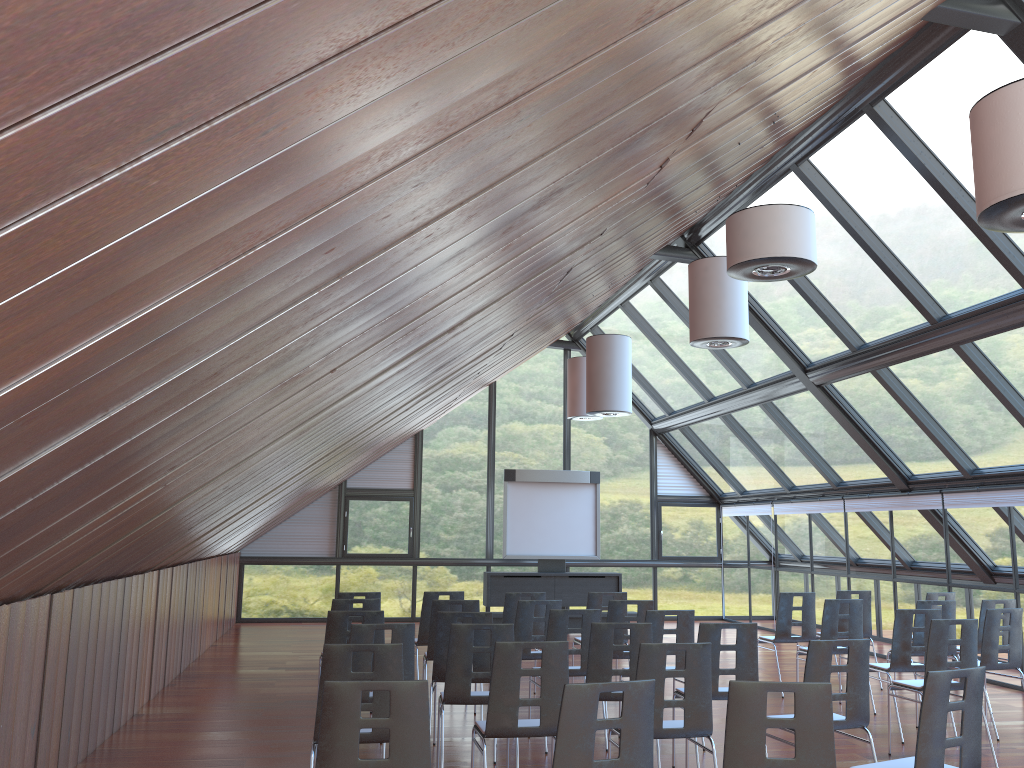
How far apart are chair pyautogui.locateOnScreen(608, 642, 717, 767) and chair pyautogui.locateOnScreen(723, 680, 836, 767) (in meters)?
1.35

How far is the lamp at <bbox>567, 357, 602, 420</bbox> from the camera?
16.42m

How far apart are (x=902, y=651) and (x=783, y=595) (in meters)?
2.26

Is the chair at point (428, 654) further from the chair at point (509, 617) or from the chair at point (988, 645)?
the chair at point (988, 645)

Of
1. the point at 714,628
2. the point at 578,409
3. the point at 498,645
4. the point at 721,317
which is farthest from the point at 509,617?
the point at 578,409

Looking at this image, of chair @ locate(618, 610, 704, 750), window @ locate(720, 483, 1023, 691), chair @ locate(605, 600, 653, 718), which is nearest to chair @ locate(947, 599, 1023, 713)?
window @ locate(720, 483, 1023, 691)

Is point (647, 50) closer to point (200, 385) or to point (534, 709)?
point (200, 385)

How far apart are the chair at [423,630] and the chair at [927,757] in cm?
576

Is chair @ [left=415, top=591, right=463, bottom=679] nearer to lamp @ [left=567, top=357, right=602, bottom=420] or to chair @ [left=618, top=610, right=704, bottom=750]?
chair @ [left=618, top=610, right=704, bottom=750]

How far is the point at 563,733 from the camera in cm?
394
